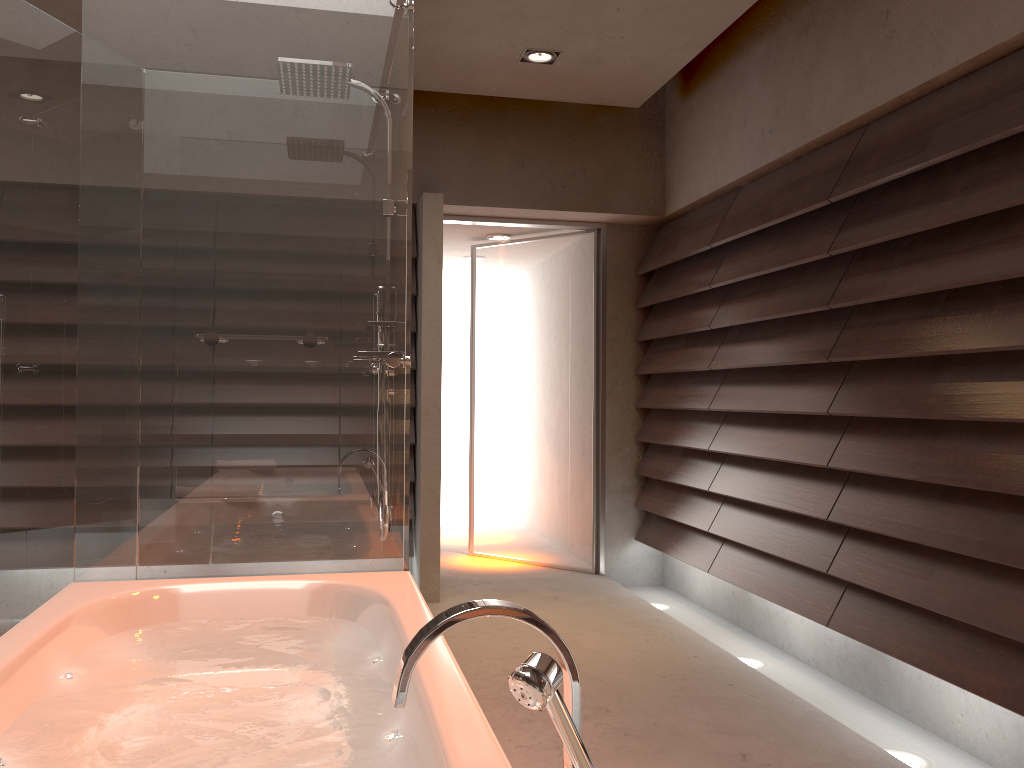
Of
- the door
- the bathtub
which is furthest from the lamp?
the bathtub

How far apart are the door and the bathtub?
2.7 meters

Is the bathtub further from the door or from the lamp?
the door

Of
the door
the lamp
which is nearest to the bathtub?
the lamp

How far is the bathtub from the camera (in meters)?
1.33

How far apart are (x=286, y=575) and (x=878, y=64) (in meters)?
2.53

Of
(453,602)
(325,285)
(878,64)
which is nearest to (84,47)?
(325,285)

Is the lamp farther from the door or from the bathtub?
the bathtub

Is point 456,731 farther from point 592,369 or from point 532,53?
point 592,369

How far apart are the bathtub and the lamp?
2.42m
